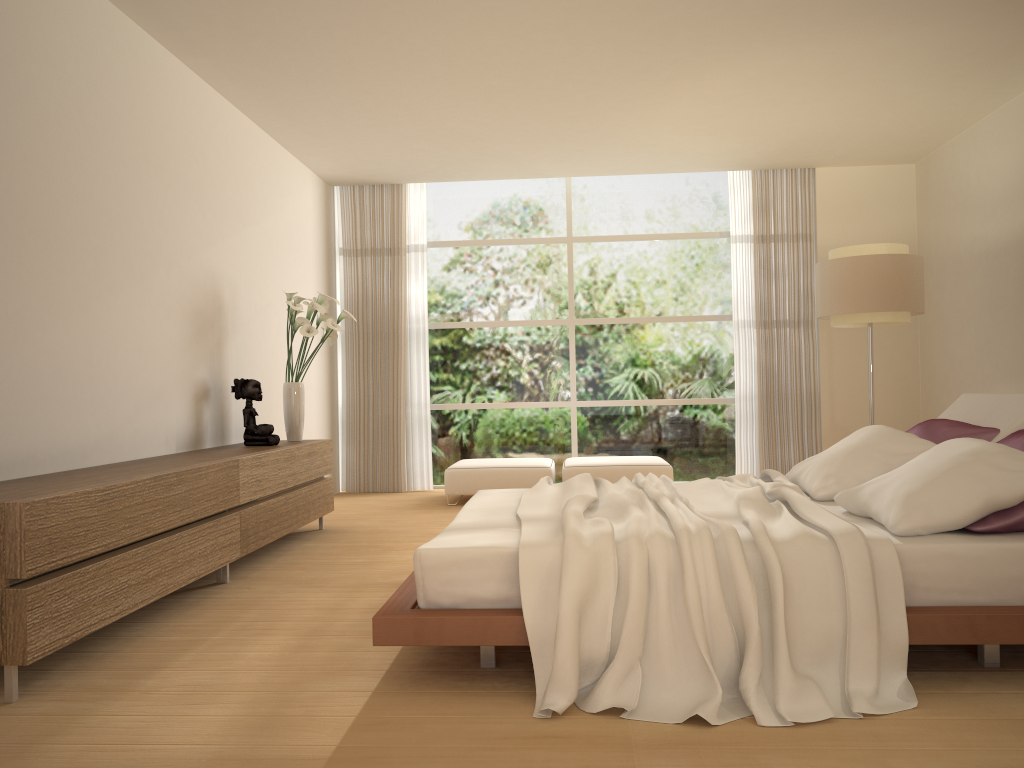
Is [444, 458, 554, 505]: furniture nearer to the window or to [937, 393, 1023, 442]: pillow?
the window

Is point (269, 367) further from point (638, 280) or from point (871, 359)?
point (871, 359)

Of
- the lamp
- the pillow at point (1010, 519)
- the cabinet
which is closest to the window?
the lamp

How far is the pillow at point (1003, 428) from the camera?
3.90m

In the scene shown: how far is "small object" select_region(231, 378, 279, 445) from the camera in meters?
5.8 m

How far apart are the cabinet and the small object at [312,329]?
0.2 meters

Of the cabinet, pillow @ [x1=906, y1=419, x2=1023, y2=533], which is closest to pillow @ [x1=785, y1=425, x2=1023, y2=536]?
pillow @ [x1=906, y1=419, x2=1023, y2=533]

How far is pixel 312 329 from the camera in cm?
617

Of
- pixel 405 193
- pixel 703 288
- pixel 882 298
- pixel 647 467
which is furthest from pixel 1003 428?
pixel 405 193

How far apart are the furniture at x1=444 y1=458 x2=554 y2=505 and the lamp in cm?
255
